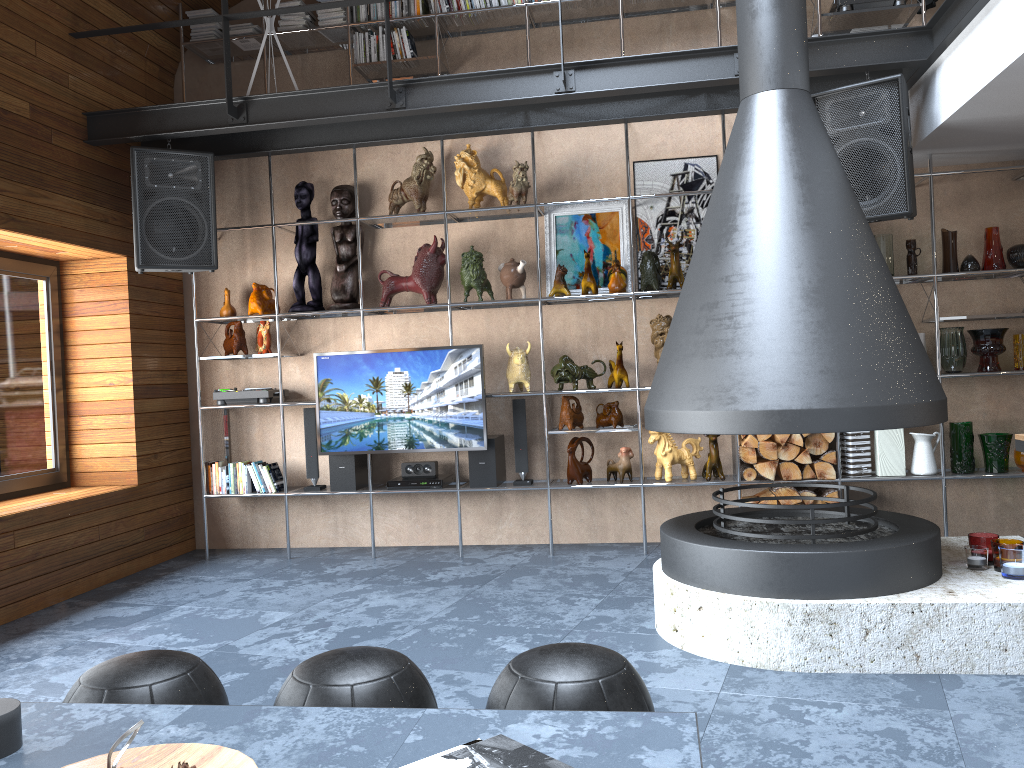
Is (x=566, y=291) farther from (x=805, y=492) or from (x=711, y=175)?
(x=805, y=492)

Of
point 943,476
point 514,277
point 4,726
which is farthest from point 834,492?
point 4,726

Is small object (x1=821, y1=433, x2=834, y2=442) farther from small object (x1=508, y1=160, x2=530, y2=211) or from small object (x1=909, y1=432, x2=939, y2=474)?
small object (x1=508, y1=160, x2=530, y2=211)

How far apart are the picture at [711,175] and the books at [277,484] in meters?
2.7 m

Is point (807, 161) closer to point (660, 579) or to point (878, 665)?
point (660, 579)

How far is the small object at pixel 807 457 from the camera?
5.1 meters

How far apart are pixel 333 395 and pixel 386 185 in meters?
1.5 m

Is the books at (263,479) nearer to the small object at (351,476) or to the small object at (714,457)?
the small object at (351,476)

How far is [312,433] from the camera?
5.7 meters

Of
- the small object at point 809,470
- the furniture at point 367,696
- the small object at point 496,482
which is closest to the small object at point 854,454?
the small object at point 809,470
